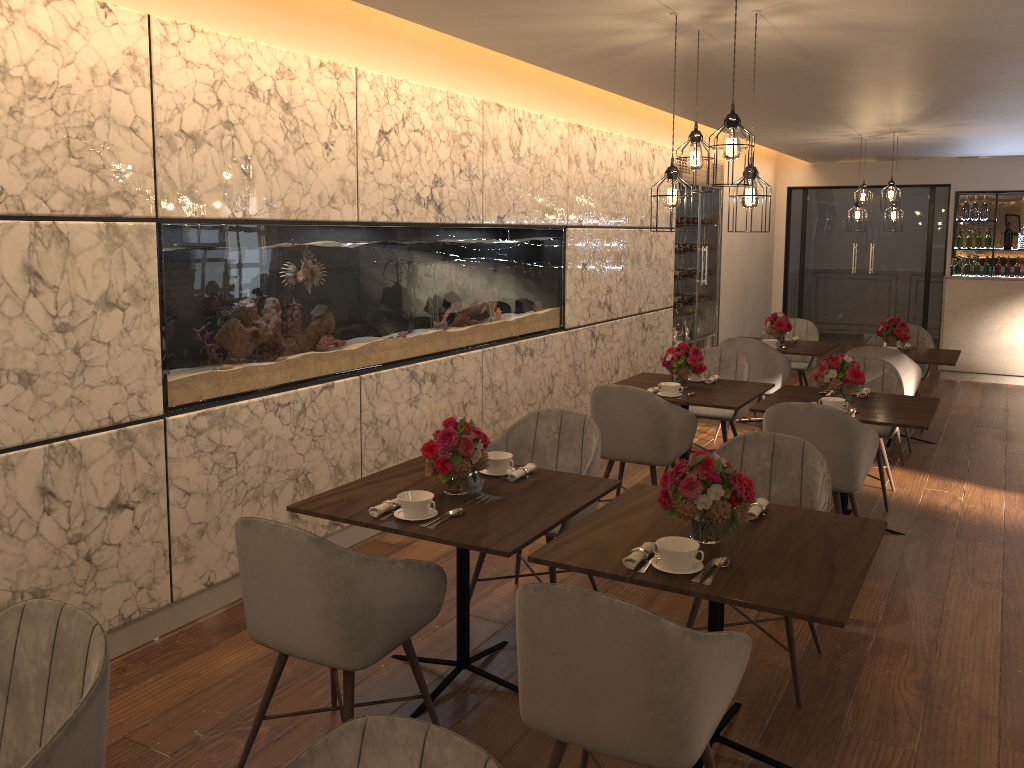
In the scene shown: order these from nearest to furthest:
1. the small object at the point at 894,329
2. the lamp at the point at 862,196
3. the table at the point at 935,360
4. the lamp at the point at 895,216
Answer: the table at the point at 935,360 < the small object at the point at 894,329 < the lamp at the point at 895,216 < the lamp at the point at 862,196

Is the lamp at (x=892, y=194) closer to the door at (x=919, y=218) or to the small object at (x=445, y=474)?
the door at (x=919, y=218)

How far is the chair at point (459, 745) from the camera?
1.46m

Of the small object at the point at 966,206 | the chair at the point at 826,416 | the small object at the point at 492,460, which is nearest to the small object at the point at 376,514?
the small object at the point at 492,460

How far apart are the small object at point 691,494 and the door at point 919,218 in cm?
1041

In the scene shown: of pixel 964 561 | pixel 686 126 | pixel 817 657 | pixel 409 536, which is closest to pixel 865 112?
pixel 686 126

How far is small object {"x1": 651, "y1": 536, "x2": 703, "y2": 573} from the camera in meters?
2.5

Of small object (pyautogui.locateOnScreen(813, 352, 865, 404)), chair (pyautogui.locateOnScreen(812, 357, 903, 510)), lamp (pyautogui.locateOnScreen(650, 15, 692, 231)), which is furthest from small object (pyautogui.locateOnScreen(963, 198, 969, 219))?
lamp (pyautogui.locateOnScreen(650, 15, 692, 231))

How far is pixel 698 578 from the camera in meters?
2.5

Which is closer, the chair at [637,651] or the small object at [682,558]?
the chair at [637,651]
